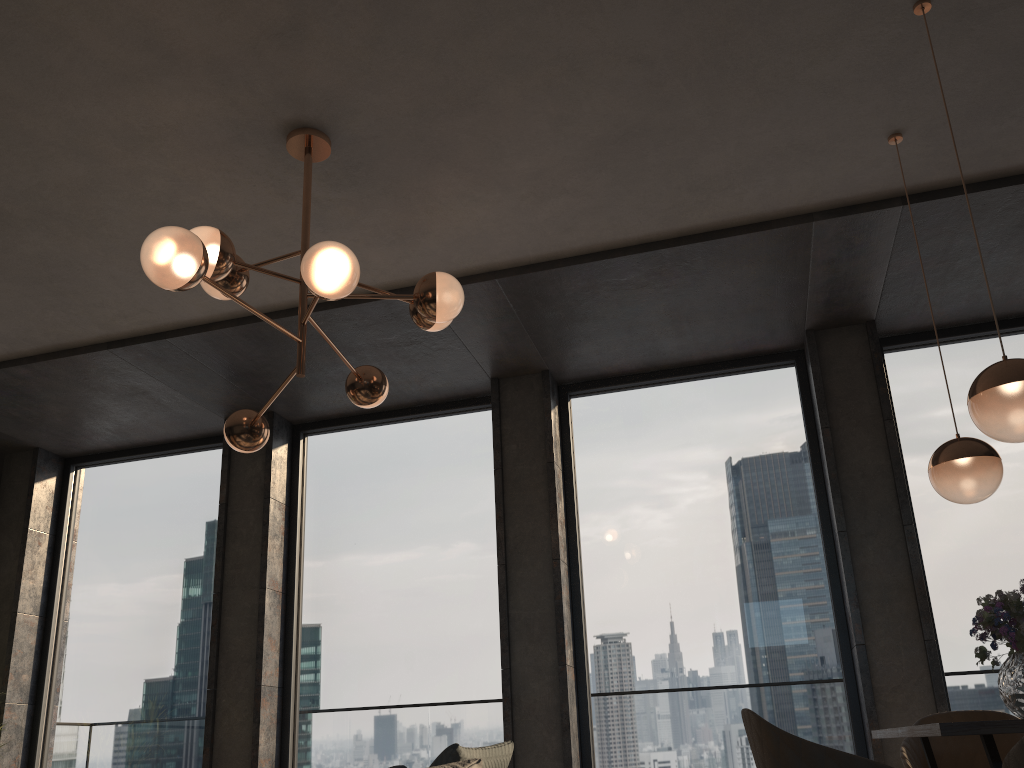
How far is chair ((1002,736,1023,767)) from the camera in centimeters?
168cm

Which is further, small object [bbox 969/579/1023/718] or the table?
small object [bbox 969/579/1023/718]

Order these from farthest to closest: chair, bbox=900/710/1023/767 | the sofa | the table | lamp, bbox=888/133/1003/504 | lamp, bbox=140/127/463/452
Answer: chair, bbox=900/710/1023/767 → lamp, bbox=888/133/1003/504 → lamp, bbox=140/127/463/452 → the sofa → the table

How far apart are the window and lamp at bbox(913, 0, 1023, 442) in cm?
257

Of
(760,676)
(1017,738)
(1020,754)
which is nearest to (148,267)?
(1020,754)

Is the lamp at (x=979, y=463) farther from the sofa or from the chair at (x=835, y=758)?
the sofa

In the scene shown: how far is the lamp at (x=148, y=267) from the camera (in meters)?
2.60

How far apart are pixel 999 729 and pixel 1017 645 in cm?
70

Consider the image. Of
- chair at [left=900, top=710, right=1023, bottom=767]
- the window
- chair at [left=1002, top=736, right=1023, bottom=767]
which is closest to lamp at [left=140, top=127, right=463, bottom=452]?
the window

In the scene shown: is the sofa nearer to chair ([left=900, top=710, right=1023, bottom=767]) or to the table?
the table
